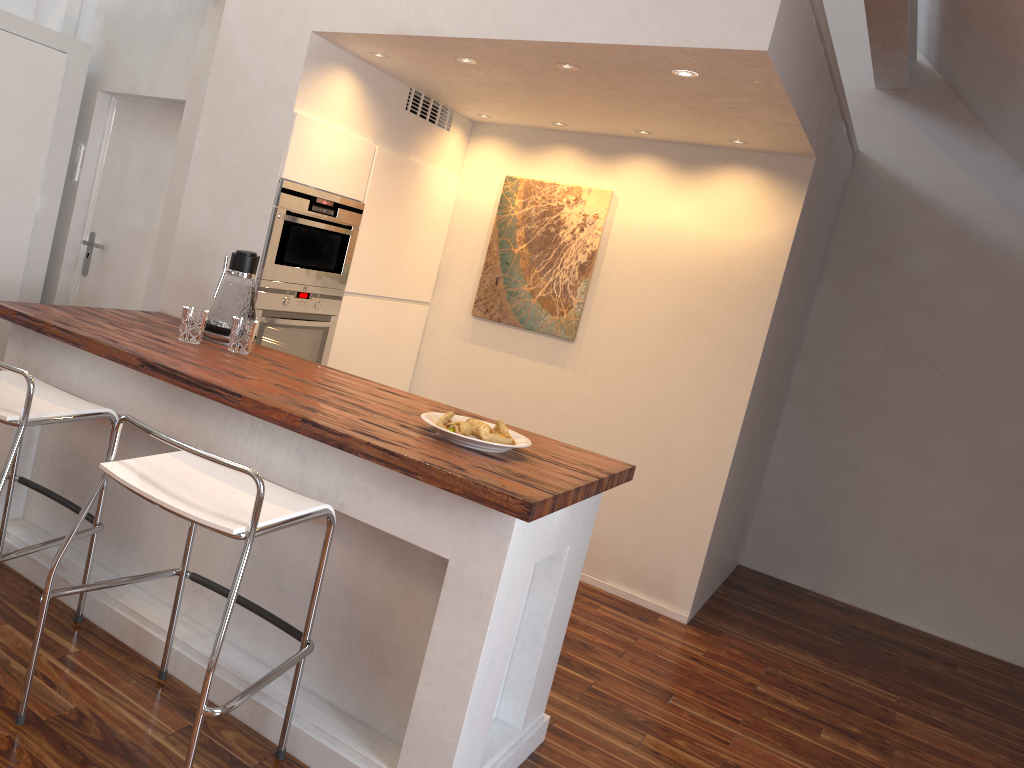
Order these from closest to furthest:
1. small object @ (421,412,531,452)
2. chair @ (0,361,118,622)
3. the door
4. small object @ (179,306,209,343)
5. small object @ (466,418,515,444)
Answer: chair @ (0,361,118,622)
small object @ (421,412,531,452)
small object @ (466,418,515,444)
small object @ (179,306,209,343)
the door

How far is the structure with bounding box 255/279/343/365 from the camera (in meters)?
3.24

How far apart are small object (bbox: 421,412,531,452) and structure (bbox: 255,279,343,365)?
1.1m

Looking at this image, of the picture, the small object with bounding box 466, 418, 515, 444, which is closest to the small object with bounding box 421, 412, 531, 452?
the small object with bounding box 466, 418, 515, 444

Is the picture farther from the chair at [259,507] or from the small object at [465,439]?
the chair at [259,507]

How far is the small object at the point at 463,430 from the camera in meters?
2.3

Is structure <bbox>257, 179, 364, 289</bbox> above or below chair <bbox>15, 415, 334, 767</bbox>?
above

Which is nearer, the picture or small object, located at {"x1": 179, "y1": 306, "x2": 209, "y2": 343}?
small object, located at {"x1": 179, "y1": 306, "x2": 209, "y2": 343}

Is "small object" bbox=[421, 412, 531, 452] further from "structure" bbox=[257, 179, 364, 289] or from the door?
the door

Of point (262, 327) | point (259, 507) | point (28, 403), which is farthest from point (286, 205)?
point (259, 507)
